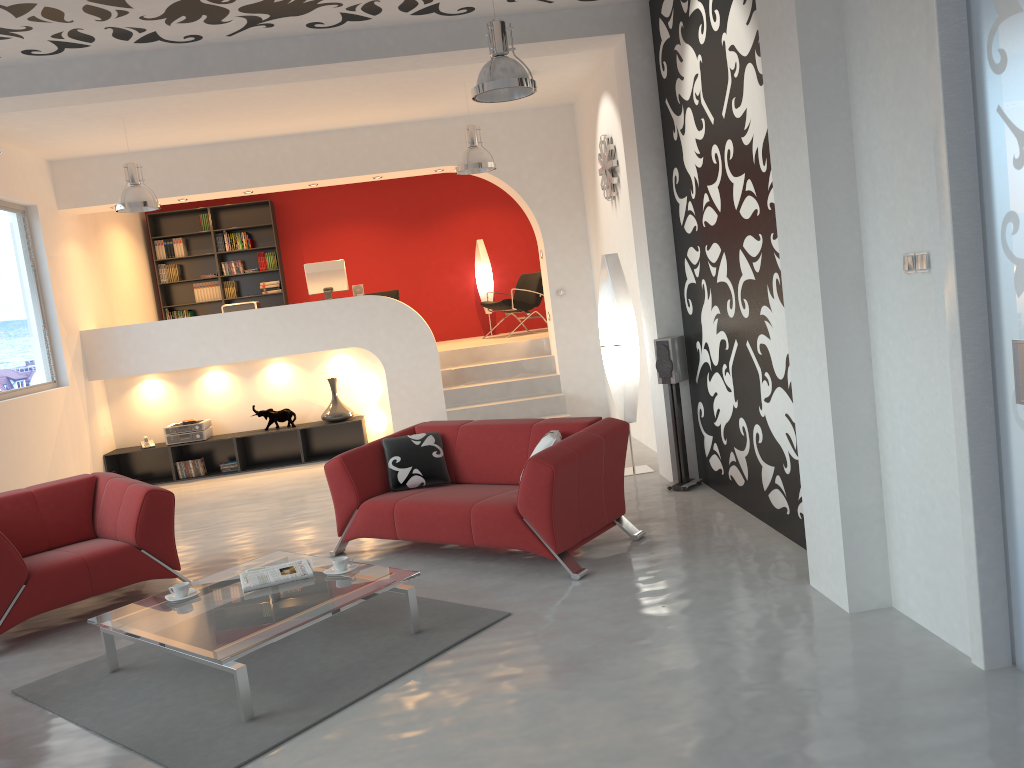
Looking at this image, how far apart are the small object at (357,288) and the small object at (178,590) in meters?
6.2 m

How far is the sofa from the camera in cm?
485

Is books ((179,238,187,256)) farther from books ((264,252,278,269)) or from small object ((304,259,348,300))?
small object ((304,259,348,300))

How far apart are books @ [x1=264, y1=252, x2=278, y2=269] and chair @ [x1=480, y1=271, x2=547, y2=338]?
3.0m

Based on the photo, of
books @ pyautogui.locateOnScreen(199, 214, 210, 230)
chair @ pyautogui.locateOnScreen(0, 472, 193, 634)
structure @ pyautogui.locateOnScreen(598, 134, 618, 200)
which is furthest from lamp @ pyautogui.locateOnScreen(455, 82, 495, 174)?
books @ pyautogui.locateOnScreen(199, 214, 210, 230)

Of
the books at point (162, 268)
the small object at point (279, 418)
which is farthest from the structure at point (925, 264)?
the books at point (162, 268)

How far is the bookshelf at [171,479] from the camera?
9.7m

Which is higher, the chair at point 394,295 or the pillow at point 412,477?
the chair at point 394,295

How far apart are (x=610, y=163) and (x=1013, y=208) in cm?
526

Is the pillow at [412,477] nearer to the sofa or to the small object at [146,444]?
the sofa
